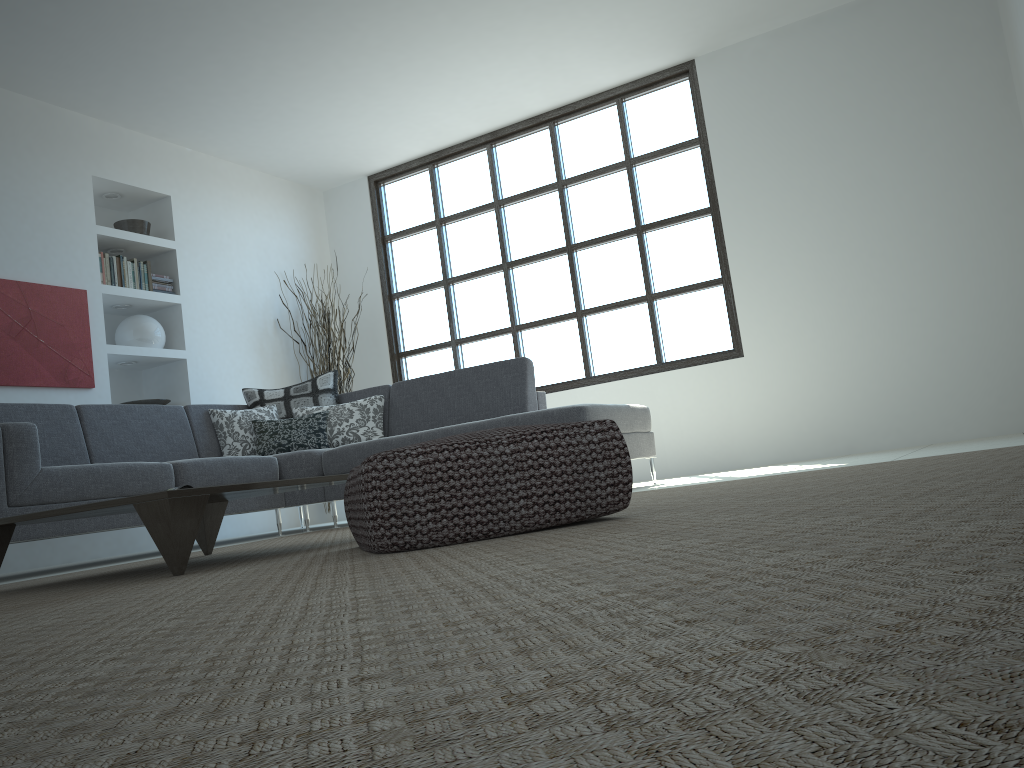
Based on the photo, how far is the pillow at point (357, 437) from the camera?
5.59m

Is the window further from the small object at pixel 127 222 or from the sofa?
the small object at pixel 127 222

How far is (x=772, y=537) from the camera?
1.2m

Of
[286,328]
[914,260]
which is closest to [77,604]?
[914,260]

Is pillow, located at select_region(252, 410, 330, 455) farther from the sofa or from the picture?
the picture

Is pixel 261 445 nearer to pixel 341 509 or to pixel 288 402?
pixel 288 402

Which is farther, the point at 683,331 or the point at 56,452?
the point at 683,331

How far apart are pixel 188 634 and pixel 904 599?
0.8m

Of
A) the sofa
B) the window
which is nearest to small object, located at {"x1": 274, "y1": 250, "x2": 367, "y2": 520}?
the window

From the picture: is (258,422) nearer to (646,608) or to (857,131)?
(857,131)
